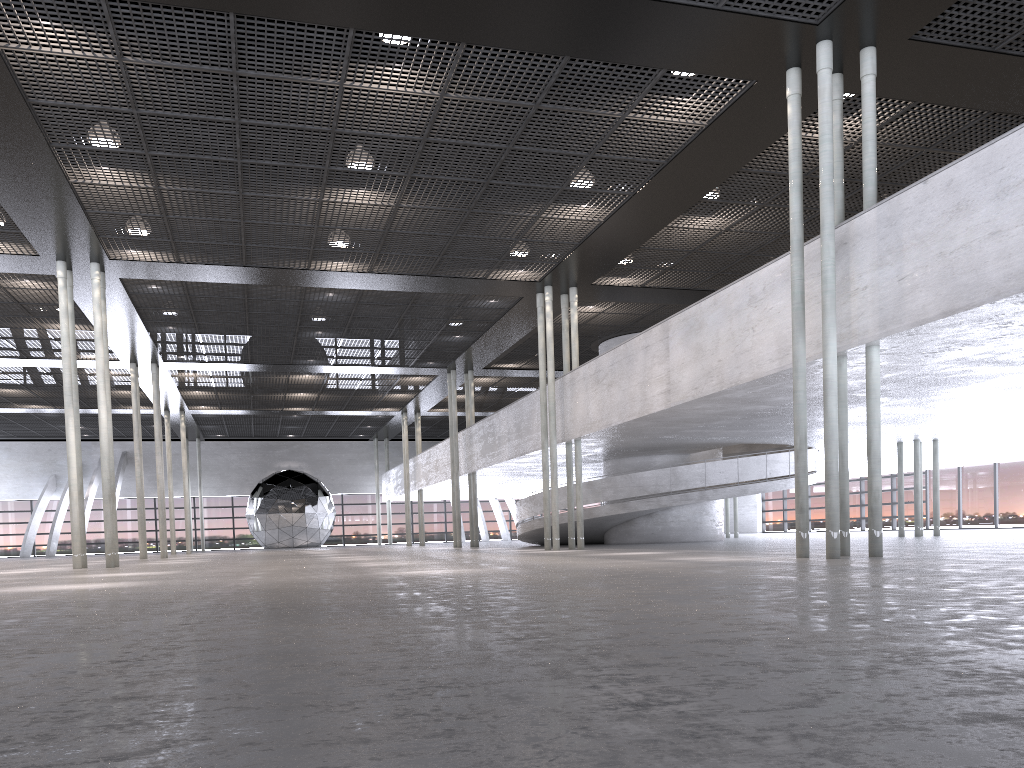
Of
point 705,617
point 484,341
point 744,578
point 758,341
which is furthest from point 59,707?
point 484,341
